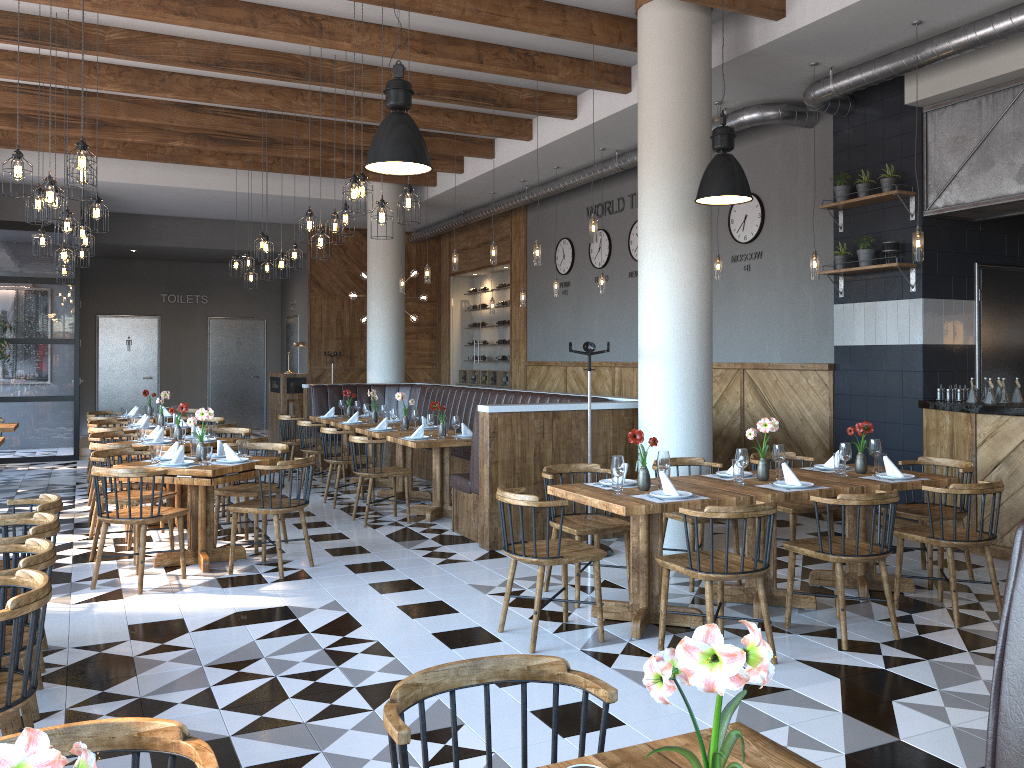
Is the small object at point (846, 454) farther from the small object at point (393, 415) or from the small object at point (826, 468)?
the small object at point (393, 415)

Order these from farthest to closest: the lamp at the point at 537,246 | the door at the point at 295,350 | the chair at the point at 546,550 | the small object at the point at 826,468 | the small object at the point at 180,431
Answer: the door at the point at 295,350 → the lamp at the point at 537,246 → the small object at the point at 180,431 → the small object at the point at 826,468 → the chair at the point at 546,550

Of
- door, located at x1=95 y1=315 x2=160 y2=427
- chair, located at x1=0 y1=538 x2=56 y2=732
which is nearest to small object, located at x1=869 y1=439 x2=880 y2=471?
chair, located at x1=0 y1=538 x2=56 y2=732

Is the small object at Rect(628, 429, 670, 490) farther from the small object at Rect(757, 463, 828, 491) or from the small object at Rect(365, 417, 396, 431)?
the small object at Rect(365, 417, 396, 431)

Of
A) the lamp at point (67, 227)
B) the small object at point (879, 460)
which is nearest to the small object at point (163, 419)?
the lamp at point (67, 227)

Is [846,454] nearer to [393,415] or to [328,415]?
[393,415]

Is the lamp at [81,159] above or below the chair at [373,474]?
above

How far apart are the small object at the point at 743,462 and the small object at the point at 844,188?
4.0 meters

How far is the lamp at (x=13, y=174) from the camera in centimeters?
572cm

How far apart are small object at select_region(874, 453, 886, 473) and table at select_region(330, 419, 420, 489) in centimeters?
592cm
